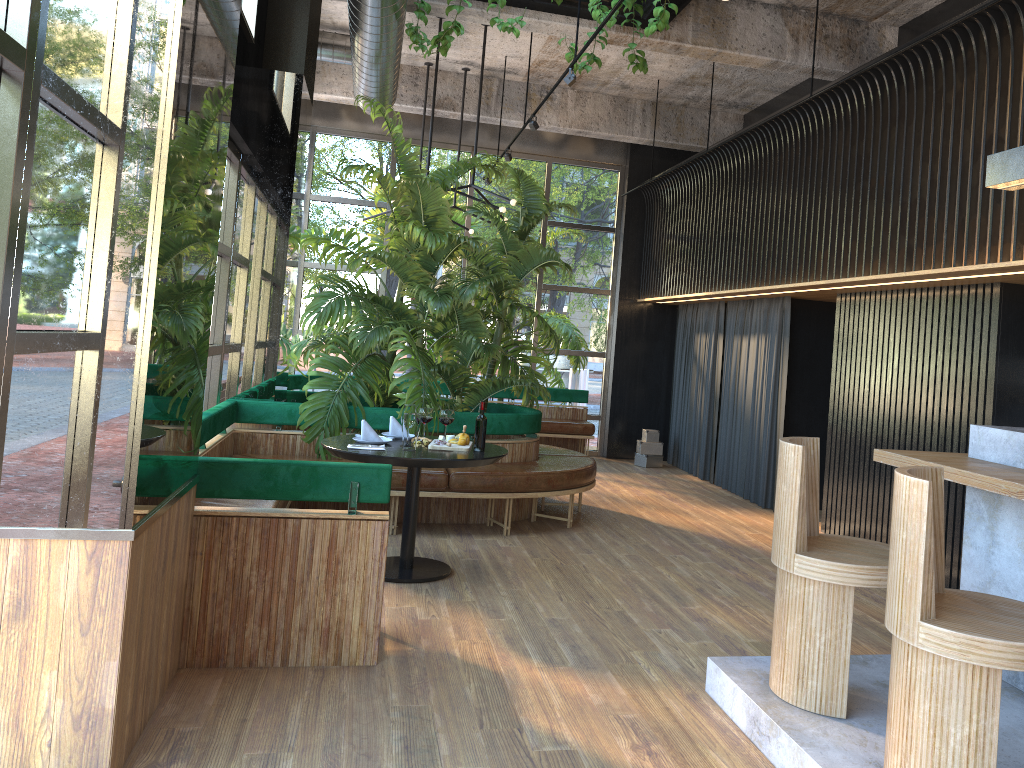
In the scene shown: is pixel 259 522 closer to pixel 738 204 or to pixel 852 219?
pixel 852 219

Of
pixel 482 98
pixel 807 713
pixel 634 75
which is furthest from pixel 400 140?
pixel 807 713

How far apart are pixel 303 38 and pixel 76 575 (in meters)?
4.94

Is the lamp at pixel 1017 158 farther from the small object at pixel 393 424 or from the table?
the small object at pixel 393 424

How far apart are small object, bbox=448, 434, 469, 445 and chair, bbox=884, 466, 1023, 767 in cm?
308

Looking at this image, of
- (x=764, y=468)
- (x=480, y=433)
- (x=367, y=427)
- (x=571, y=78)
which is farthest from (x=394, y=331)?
(x=480, y=433)

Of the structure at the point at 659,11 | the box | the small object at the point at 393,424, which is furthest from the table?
A: the box

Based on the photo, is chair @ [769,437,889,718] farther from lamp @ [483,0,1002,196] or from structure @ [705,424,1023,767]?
lamp @ [483,0,1002,196]

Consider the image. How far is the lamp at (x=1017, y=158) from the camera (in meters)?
3.93

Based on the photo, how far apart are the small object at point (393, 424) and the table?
0.25m
